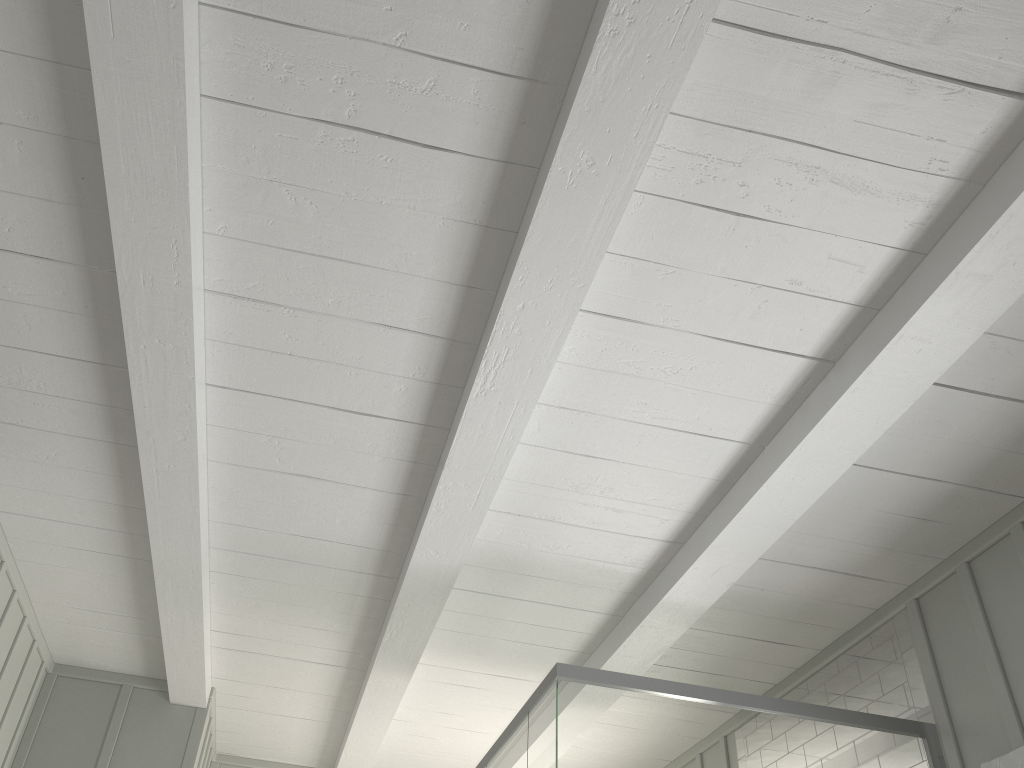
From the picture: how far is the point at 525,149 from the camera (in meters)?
1.77

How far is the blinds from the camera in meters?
2.4

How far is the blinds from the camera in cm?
241
